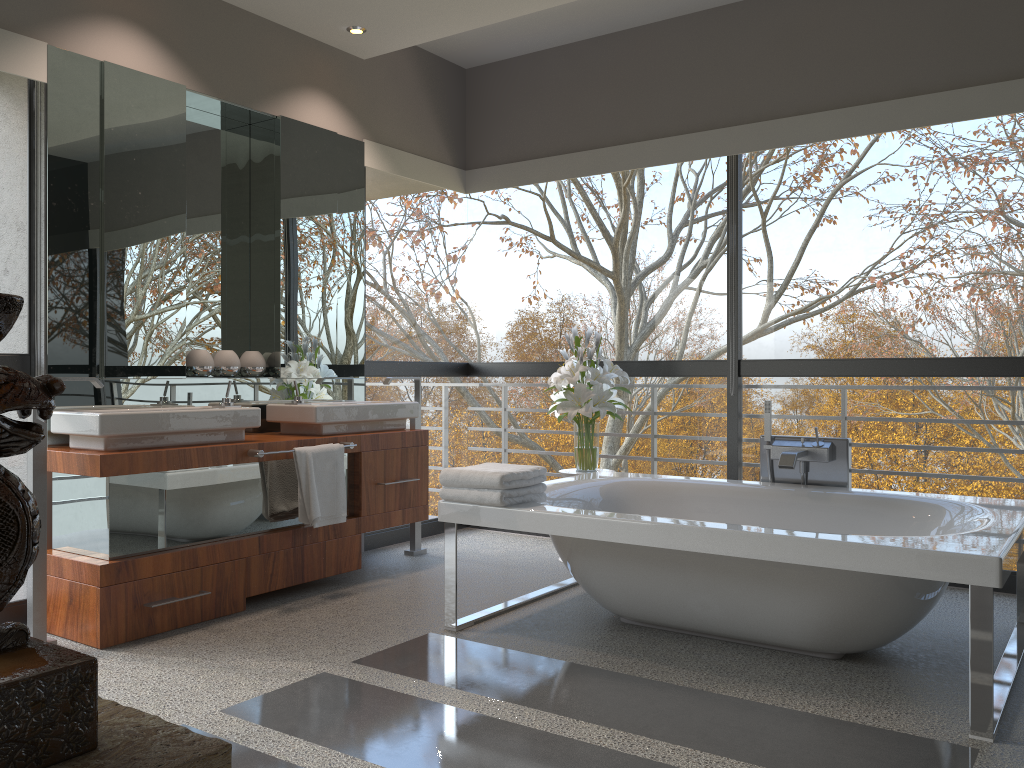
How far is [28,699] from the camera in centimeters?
66cm

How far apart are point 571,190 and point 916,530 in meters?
5.1

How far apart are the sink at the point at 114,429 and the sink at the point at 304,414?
0.3m

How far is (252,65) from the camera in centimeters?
436cm

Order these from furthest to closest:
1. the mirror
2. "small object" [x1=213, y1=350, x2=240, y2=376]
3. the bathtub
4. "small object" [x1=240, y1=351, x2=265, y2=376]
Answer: "small object" [x1=240, y1=351, x2=265, y2=376]
"small object" [x1=213, y1=350, x2=240, y2=376]
the mirror
the bathtub

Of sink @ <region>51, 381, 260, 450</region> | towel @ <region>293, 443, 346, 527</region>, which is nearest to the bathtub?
towel @ <region>293, 443, 346, 527</region>

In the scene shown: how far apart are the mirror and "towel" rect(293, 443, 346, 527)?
0.55m

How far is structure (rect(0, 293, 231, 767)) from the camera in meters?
0.7 m

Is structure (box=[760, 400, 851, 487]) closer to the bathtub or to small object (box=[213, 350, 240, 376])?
the bathtub

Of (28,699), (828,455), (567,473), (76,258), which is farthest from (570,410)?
(28,699)
